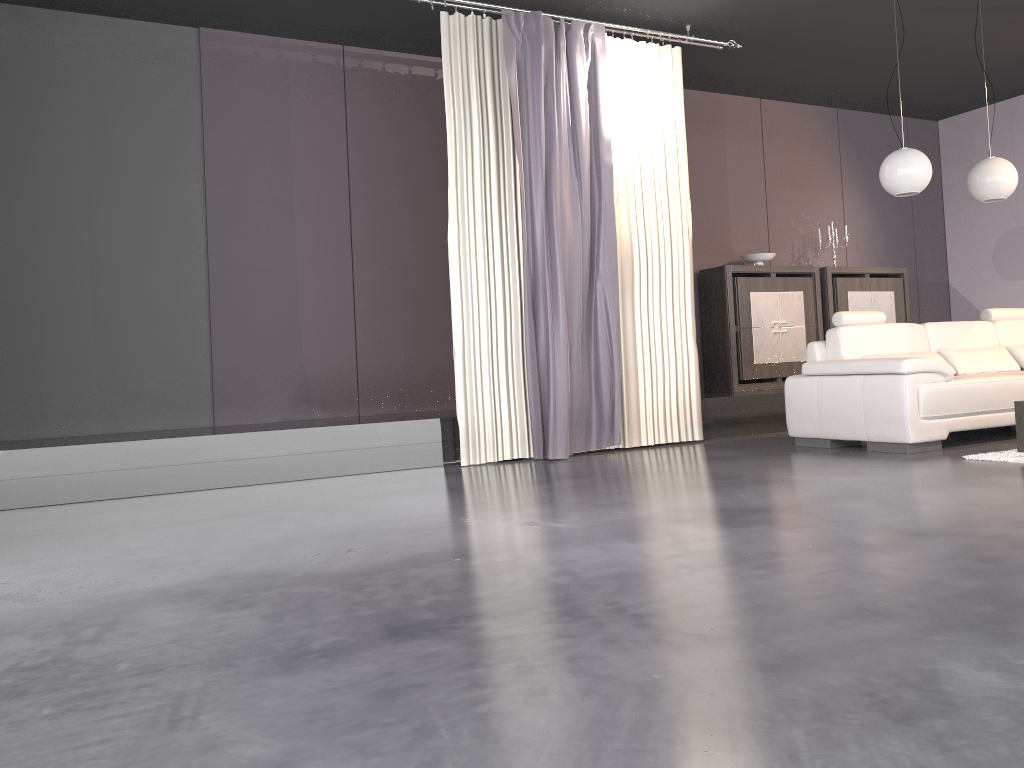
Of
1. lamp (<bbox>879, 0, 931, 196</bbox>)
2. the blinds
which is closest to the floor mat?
lamp (<bbox>879, 0, 931, 196</bbox>)

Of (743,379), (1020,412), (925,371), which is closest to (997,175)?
(925,371)

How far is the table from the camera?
4.6 meters

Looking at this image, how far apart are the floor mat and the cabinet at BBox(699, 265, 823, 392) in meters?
2.9 m

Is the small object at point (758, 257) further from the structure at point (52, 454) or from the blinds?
the blinds

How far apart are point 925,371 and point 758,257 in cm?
295

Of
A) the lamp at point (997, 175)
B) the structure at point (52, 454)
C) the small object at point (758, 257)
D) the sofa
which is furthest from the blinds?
the lamp at point (997, 175)

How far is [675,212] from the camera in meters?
6.2 m

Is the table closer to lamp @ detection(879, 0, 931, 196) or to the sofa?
the sofa

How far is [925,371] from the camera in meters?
5.0 m
